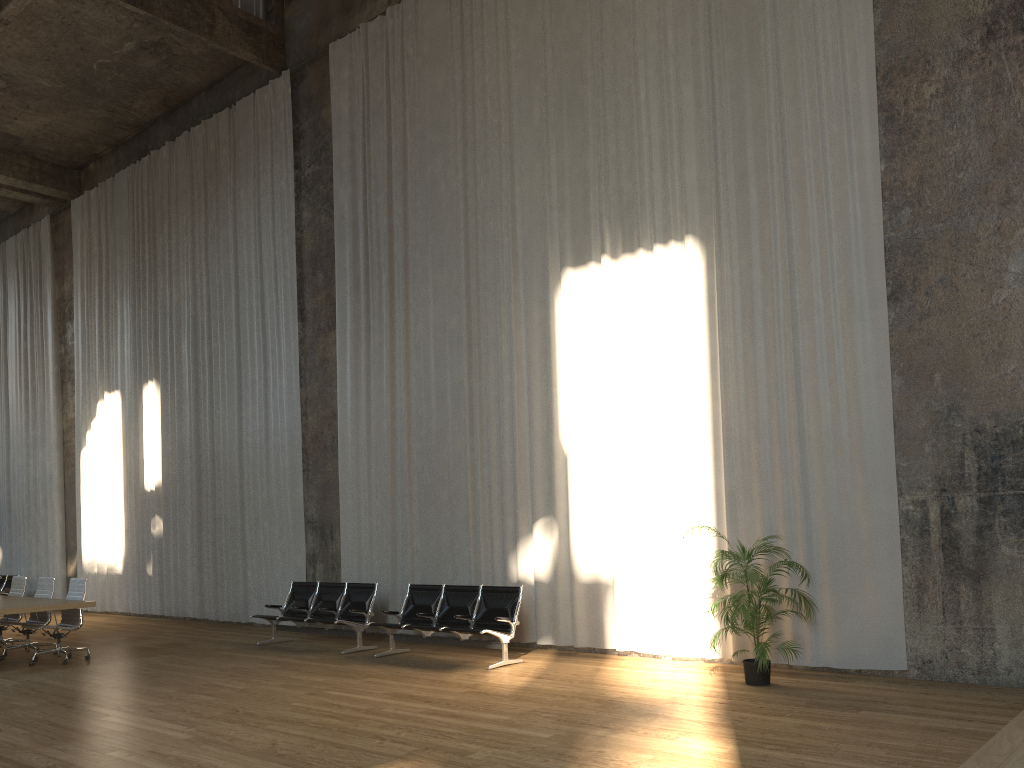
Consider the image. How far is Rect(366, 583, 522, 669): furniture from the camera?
9.36m

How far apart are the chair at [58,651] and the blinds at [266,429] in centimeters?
318cm

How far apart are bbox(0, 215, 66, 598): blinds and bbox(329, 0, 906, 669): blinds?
9.61m

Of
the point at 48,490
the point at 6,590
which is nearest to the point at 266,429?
the point at 48,490

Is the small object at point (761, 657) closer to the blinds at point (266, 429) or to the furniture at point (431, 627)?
the furniture at point (431, 627)

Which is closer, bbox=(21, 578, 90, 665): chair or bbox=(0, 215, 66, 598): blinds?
bbox=(21, 578, 90, 665): chair

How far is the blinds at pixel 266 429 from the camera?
14.0m

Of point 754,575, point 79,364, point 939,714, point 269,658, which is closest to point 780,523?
point 754,575

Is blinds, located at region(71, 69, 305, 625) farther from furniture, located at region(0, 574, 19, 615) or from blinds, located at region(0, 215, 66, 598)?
furniture, located at region(0, 574, 19, 615)

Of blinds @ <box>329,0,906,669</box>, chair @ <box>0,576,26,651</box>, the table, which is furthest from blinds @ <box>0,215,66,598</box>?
blinds @ <box>329,0,906,669</box>
